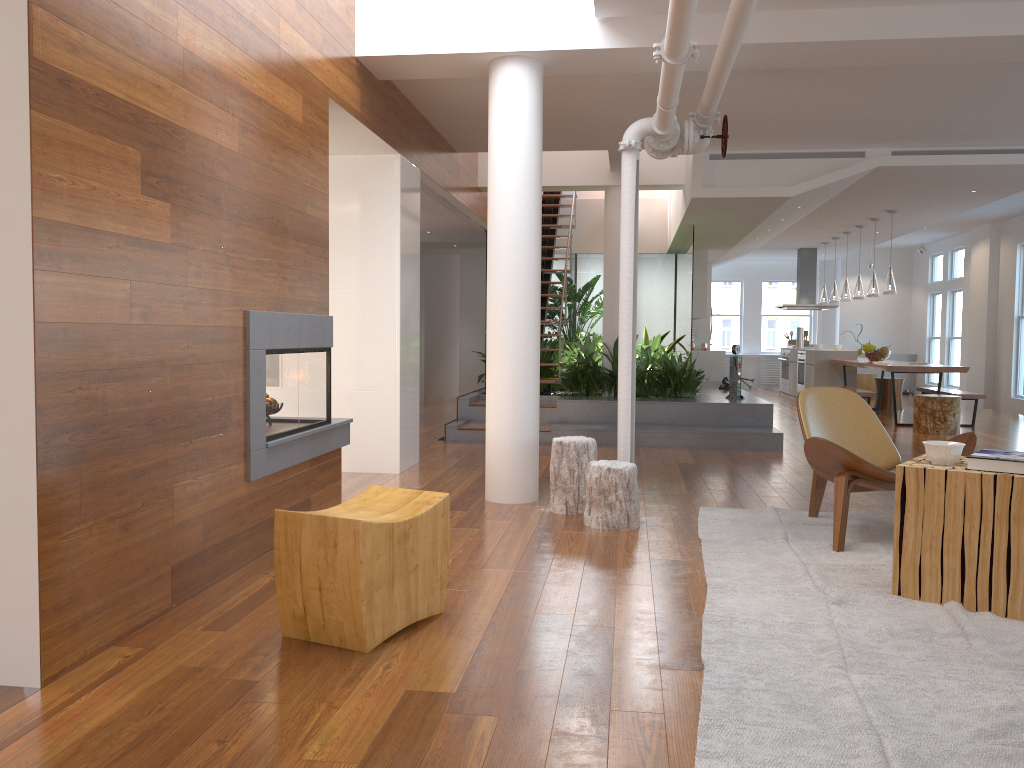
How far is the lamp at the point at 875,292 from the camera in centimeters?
1120cm

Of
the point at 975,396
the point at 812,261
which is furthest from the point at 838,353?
the point at 975,396

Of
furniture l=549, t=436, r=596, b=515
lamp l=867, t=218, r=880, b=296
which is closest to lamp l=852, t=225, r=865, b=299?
lamp l=867, t=218, r=880, b=296

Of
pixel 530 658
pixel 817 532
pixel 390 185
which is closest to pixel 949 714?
pixel 530 658

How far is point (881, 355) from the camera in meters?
11.7

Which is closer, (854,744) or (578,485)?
(854,744)

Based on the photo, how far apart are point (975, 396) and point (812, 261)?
5.3m

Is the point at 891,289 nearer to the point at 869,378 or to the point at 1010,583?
the point at 869,378

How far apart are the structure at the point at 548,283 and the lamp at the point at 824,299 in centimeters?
465cm

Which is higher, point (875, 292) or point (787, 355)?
point (875, 292)
